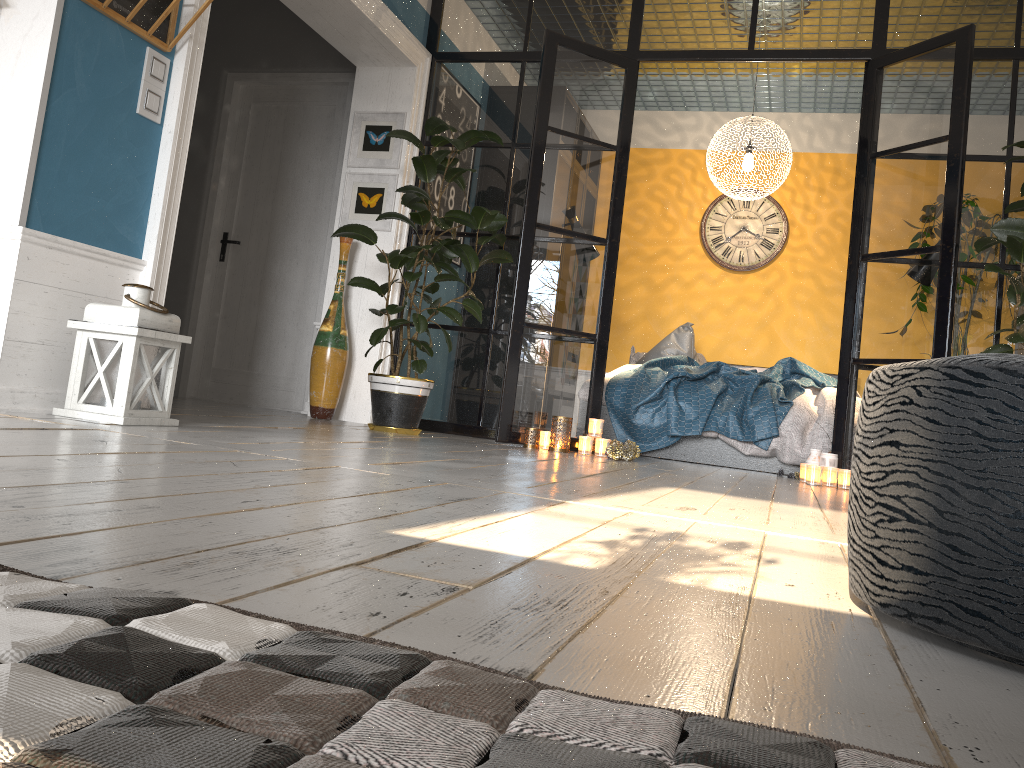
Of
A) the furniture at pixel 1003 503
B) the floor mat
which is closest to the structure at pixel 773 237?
the furniture at pixel 1003 503

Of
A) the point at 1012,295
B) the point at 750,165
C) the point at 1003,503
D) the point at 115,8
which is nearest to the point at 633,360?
the point at 750,165

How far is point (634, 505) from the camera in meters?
2.3

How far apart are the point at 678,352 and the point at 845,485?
2.4 meters

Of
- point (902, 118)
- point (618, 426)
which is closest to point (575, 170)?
point (618, 426)

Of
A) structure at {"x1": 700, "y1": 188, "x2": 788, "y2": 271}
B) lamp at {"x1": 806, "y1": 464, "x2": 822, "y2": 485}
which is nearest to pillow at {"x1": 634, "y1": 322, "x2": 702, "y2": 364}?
structure at {"x1": 700, "y1": 188, "x2": 788, "y2": 271}

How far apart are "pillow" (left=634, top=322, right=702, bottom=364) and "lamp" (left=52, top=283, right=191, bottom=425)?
4.19m

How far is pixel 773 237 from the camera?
7.4m

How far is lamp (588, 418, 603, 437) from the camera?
Result: 4.7m

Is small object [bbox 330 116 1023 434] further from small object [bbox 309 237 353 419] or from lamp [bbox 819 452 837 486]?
lamp [bbox 819 452 837 486]
